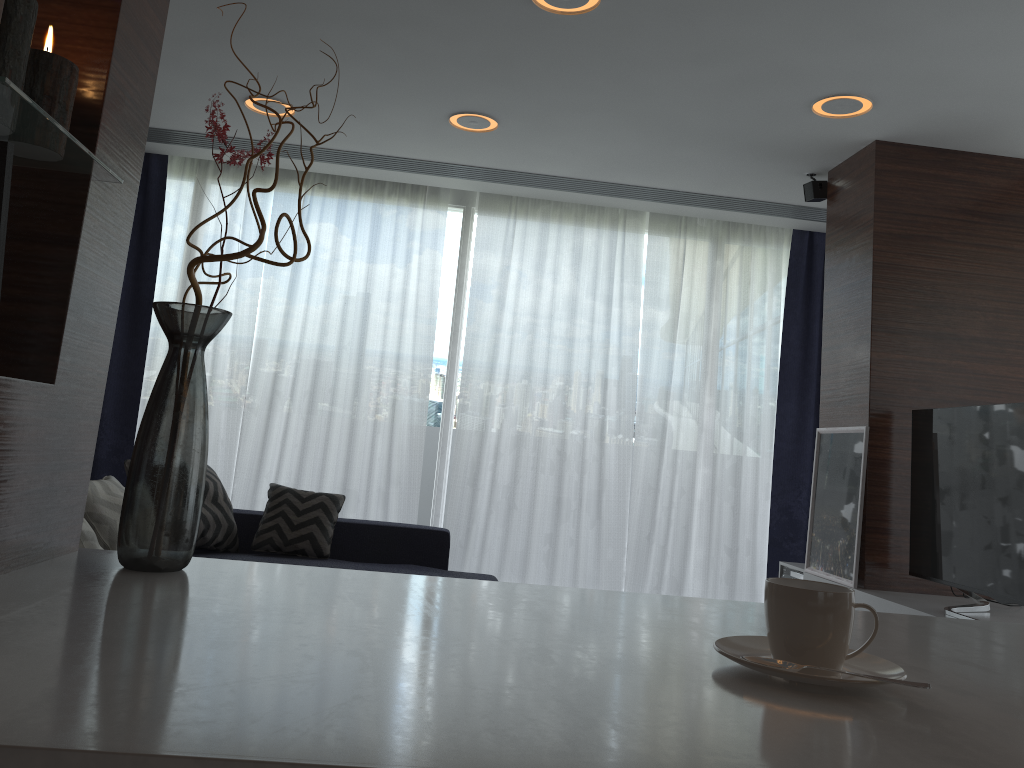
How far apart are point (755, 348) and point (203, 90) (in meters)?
3.60

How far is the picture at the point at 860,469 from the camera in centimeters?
398cm

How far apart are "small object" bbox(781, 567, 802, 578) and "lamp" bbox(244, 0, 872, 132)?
2.3 meters

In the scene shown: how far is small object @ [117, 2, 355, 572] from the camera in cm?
446

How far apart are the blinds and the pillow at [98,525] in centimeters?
168cm

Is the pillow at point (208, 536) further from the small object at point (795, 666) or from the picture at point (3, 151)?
the small object at point (795, 666)

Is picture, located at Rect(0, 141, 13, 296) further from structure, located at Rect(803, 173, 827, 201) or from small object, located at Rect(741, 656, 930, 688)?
structure, located at Rect(803, 173, 827, 201)

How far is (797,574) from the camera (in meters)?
4.62

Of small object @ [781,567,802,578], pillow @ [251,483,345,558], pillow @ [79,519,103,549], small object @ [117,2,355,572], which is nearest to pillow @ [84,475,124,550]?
small object @ [117,2,355,572]

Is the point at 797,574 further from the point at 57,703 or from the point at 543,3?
the point at 57,703
